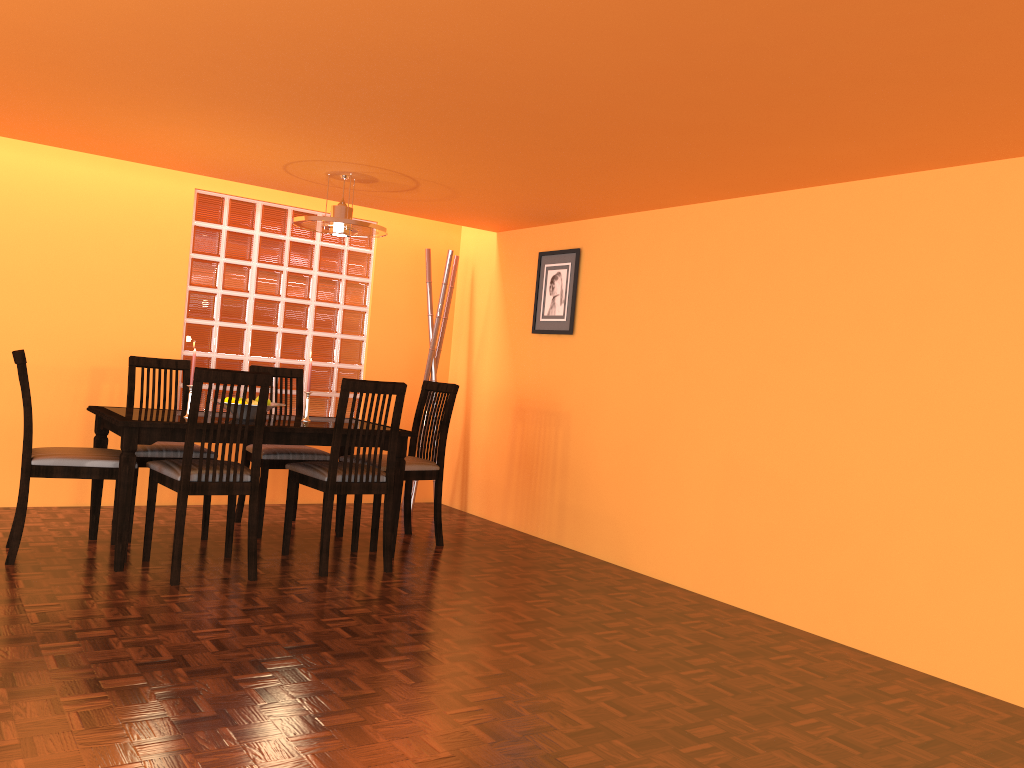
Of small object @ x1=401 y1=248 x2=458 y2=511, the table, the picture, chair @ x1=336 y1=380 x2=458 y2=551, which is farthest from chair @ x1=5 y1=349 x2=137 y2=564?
the picture

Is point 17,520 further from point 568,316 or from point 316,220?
point 568,316

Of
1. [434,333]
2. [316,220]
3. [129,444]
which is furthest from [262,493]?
[434,333]

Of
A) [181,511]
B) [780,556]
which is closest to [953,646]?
[780,556]

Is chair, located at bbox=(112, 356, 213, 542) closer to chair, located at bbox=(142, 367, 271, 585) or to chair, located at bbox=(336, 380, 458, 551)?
chair, located at bbox=(142, 367, 271, 585)

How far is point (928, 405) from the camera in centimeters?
303cm

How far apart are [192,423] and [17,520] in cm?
78

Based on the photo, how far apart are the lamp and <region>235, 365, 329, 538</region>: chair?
0.8m

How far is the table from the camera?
3.3 meters

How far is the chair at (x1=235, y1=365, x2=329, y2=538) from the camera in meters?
4.2 m
